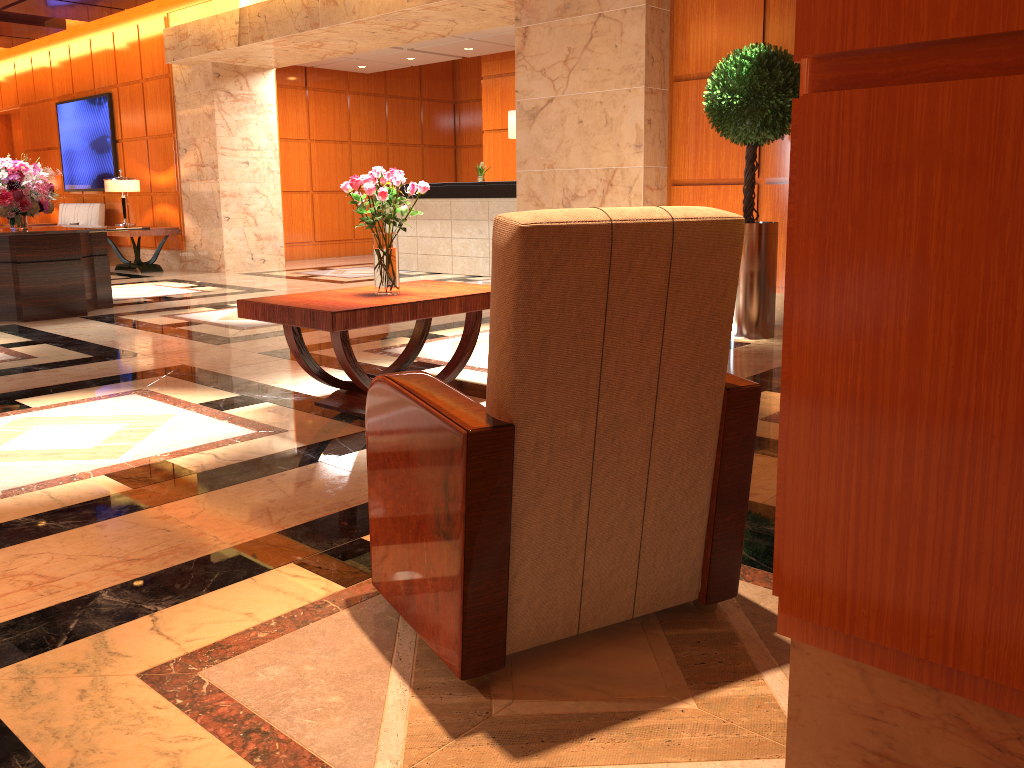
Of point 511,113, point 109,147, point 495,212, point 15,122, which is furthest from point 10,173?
point 15,122

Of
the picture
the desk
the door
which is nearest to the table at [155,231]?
the picture

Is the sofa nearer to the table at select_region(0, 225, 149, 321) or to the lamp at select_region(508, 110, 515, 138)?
the table at select_region(0, 225, 149, 321)

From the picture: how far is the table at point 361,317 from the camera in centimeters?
368cm

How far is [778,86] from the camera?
5.6m

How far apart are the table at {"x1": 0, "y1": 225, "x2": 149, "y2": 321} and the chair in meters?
6.2

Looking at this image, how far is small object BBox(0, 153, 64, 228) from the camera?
7.5m

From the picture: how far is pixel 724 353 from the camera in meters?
1.9

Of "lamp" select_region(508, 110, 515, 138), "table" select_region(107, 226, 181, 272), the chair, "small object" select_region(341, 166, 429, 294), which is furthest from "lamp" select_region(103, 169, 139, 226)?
the chair

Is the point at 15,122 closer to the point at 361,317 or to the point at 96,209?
the point at 96,209
